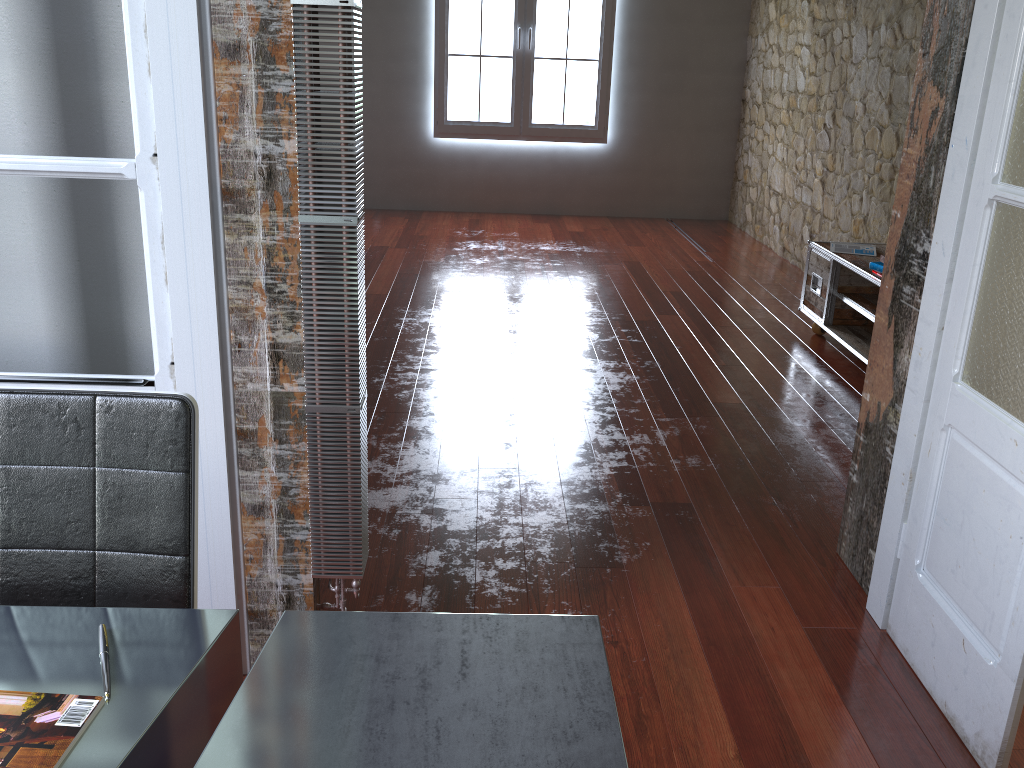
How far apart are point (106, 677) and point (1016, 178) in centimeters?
187cm

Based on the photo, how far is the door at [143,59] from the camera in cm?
163

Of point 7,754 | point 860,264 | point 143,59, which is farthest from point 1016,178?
point 860,264

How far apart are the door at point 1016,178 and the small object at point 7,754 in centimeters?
167cm

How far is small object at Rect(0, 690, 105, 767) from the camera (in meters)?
0.97

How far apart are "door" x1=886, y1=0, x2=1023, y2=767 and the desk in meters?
1.0

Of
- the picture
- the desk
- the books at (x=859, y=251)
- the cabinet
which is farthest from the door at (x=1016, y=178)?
the picture

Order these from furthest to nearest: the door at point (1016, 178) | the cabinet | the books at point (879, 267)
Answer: the cabinet → the books at point (879, 267) → the door at point (1016, 178)

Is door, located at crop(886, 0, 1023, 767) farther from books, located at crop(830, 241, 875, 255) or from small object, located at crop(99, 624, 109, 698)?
books, located at crop(830, 241, 875, 255)

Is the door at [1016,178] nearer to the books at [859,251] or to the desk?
the desk
